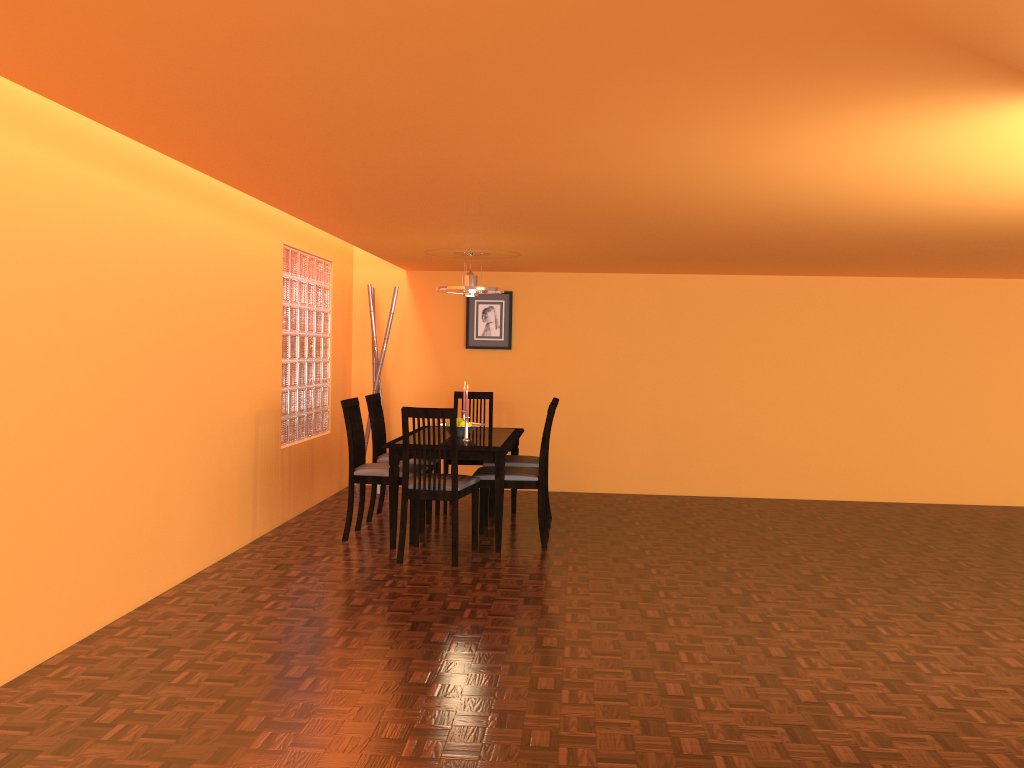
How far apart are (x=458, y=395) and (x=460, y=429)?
1.1m

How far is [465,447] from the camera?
4.8 meters

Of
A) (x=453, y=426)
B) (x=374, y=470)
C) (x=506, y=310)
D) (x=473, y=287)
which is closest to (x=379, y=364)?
(x=506, y=310)

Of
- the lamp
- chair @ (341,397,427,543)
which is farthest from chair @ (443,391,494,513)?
chair @ (341,397,427,543)

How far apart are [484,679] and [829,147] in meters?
Answer: 2.0 m

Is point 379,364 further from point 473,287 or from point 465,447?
point 465,447

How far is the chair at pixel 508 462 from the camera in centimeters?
551cm

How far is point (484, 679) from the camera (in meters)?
2.94

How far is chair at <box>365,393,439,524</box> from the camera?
5.6m

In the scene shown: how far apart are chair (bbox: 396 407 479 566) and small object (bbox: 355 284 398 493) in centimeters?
199cm
